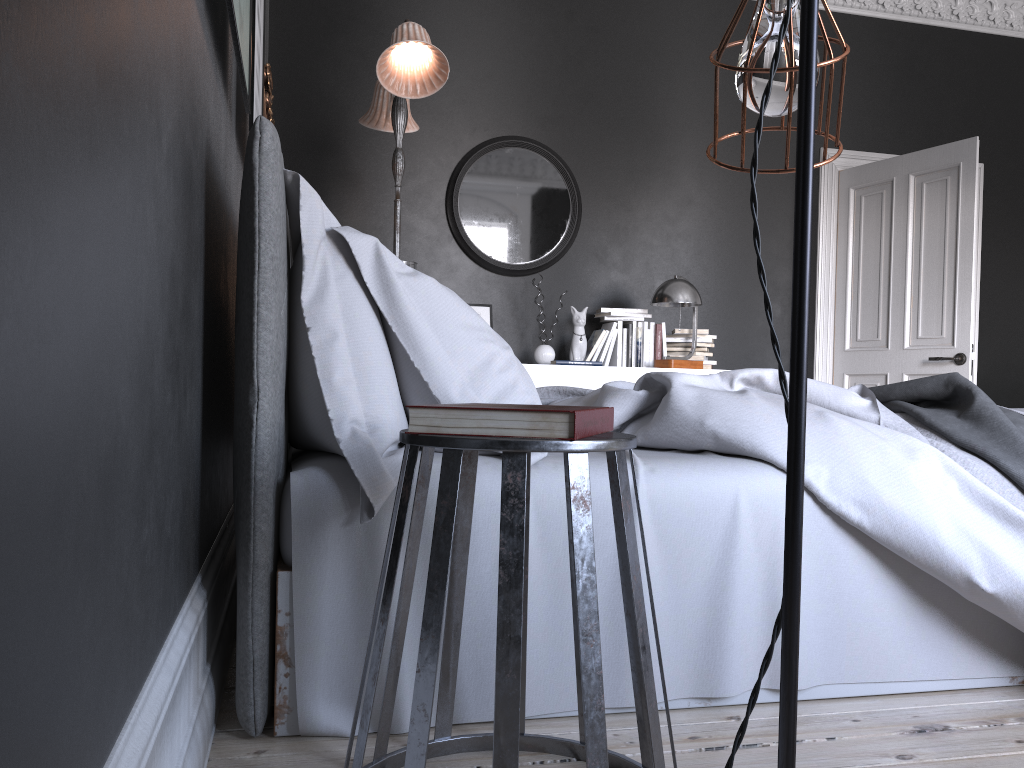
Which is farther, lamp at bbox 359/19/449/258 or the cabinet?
the cabinet

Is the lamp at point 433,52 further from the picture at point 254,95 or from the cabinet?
the cabinet

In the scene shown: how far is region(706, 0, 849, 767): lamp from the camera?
0.7 meters

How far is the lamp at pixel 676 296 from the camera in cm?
547

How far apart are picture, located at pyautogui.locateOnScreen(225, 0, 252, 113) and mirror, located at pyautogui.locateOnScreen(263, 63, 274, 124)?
1.55m

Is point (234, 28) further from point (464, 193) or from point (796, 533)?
point (464, 193)

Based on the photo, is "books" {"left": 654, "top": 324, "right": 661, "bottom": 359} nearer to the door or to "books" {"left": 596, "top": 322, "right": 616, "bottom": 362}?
"books" {"left": 596, "top": 322, "right": 616, "bottom": 362}

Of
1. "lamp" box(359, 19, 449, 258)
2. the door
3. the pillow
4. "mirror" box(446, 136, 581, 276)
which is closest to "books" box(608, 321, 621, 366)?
"mirror" box(446, 136, 581, 276)

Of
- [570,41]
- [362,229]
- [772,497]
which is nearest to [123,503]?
[772,497]

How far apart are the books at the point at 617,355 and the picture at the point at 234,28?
3.59m
